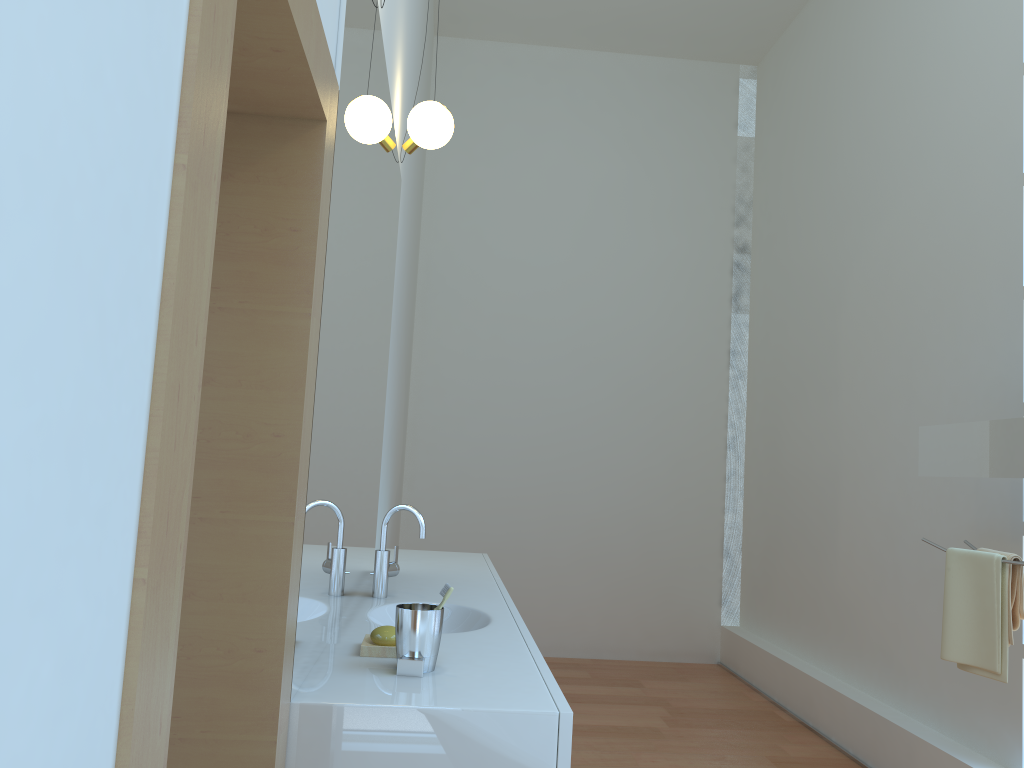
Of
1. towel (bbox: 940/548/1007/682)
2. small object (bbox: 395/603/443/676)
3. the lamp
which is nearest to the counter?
small object (bbox: 395/603/443/676)

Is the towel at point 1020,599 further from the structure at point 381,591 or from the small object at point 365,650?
the small object at point 365,650

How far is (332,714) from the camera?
1.4m

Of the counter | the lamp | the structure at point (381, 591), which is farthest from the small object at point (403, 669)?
the lamp

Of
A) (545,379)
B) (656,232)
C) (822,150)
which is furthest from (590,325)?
(822,150)

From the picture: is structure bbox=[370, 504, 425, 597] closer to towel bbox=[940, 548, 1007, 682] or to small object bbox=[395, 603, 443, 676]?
small object bbox=[395, 603, 443, 676]

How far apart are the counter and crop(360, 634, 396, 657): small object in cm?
2

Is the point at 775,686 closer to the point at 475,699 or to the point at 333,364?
the point at 475,699

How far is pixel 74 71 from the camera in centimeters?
50cm

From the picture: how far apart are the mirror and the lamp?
1.9m
